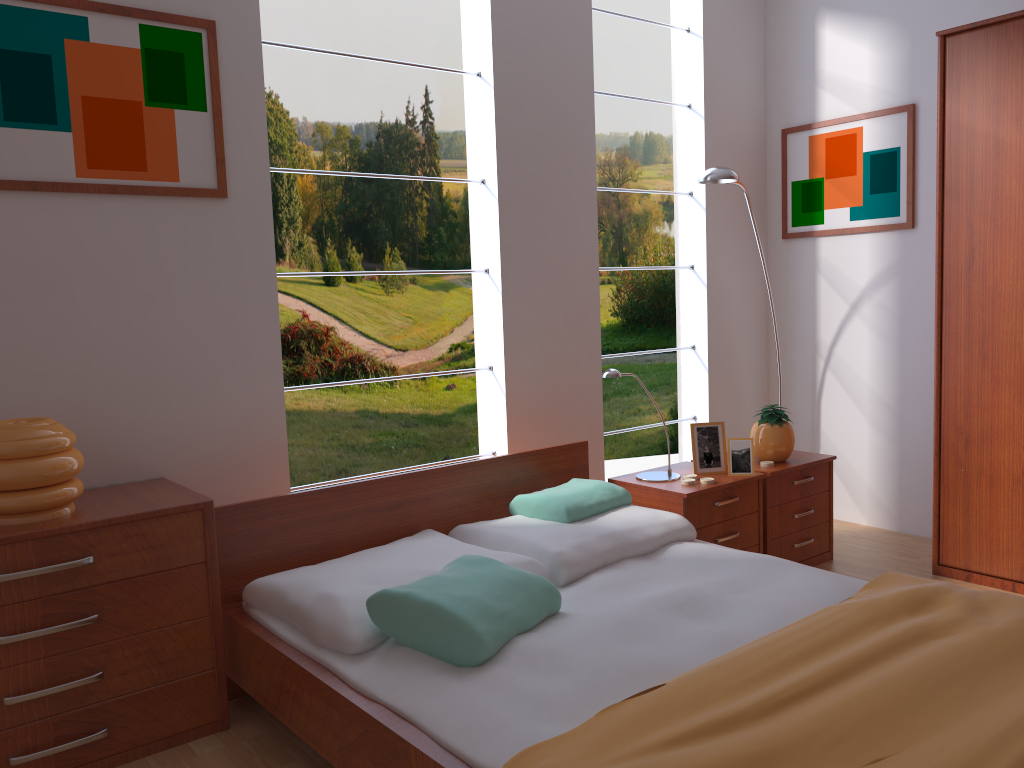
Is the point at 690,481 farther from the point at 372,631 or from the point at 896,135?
the point at 896,135

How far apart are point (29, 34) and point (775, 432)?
2.8 meters

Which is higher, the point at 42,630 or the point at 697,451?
the point at 697,451

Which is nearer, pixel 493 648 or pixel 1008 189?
pixel 493 648

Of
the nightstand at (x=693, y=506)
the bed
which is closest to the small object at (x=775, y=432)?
the nightstand at (x=693, y=506)

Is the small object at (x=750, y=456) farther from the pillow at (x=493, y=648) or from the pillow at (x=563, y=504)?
the pillow at (x=493, y=648)

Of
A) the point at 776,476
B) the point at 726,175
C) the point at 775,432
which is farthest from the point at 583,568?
the point at 726,175

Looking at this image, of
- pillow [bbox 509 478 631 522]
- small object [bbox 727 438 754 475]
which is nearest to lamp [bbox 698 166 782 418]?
small object [bbox 727 438 754 475]

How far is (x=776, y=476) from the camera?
3.3 meters

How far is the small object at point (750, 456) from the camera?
3.2m
